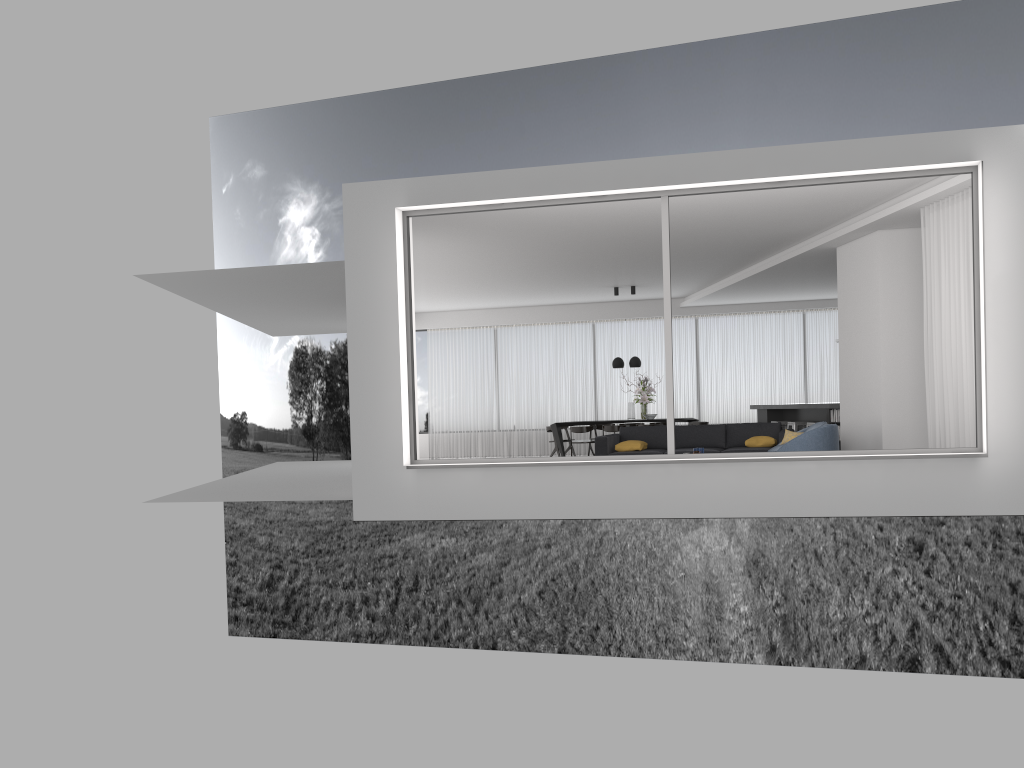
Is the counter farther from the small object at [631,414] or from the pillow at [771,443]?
the small object at [631,414]

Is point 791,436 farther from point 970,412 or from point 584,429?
point 584,429

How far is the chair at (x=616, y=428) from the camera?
15.2 meters

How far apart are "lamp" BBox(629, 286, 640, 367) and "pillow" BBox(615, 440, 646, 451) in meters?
4.1 m

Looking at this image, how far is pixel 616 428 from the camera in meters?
15.2

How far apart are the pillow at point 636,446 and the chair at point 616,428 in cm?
335

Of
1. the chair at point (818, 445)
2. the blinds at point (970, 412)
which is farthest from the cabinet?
the blinds at point (970, 412)

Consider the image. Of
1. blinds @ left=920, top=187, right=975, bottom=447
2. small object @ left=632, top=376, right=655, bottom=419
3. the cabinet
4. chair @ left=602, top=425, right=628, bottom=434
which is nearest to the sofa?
the cabinet

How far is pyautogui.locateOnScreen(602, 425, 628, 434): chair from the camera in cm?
1522

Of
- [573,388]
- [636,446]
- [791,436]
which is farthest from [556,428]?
[791,436]
